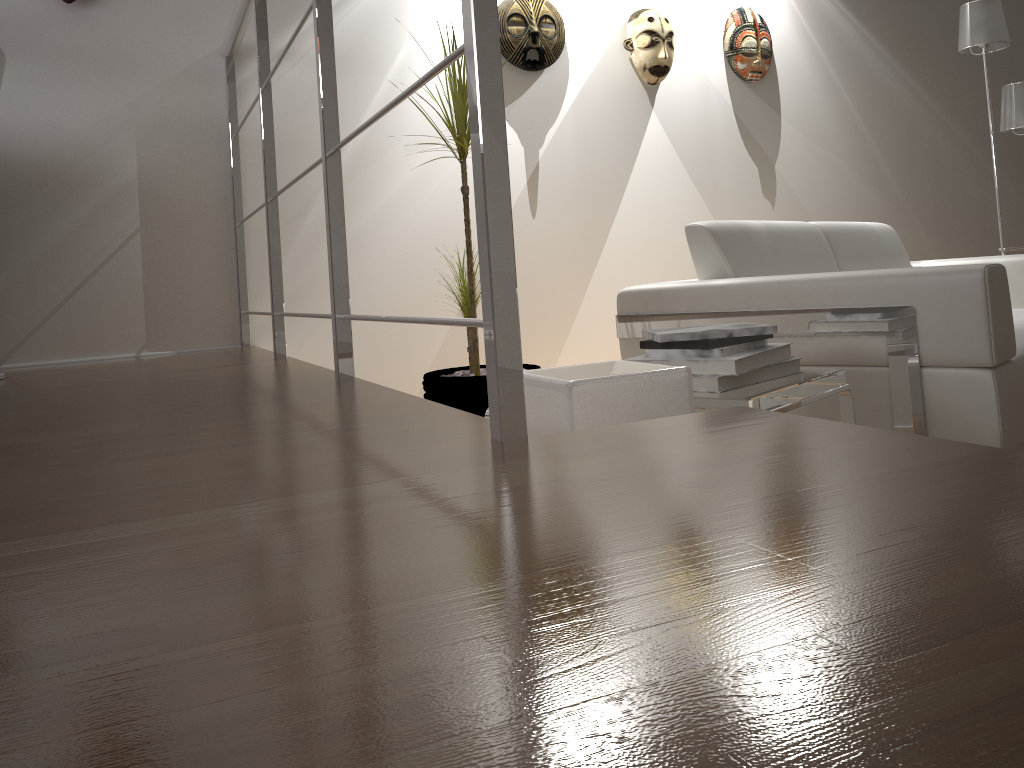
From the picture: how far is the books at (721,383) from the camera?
1.5m

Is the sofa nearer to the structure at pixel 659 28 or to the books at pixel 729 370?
the books at pixel 729 370

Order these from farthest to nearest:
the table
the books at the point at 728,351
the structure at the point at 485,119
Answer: the books at the point at 728,351, the table, the structure at the point at 485,119

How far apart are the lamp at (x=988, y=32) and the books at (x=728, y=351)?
2.62m

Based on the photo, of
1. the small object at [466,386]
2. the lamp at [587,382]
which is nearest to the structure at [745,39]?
the small object at [466,386]

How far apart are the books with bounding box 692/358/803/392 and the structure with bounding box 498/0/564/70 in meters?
2.1

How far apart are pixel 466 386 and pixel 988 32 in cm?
269

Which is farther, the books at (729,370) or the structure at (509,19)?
the structure at (509,19)

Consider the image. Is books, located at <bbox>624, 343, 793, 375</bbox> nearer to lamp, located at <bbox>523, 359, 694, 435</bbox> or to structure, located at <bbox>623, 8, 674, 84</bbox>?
lamp, located at <bbox>523, 359, 694, 435</bbox>

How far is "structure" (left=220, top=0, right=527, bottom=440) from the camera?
0.86m
